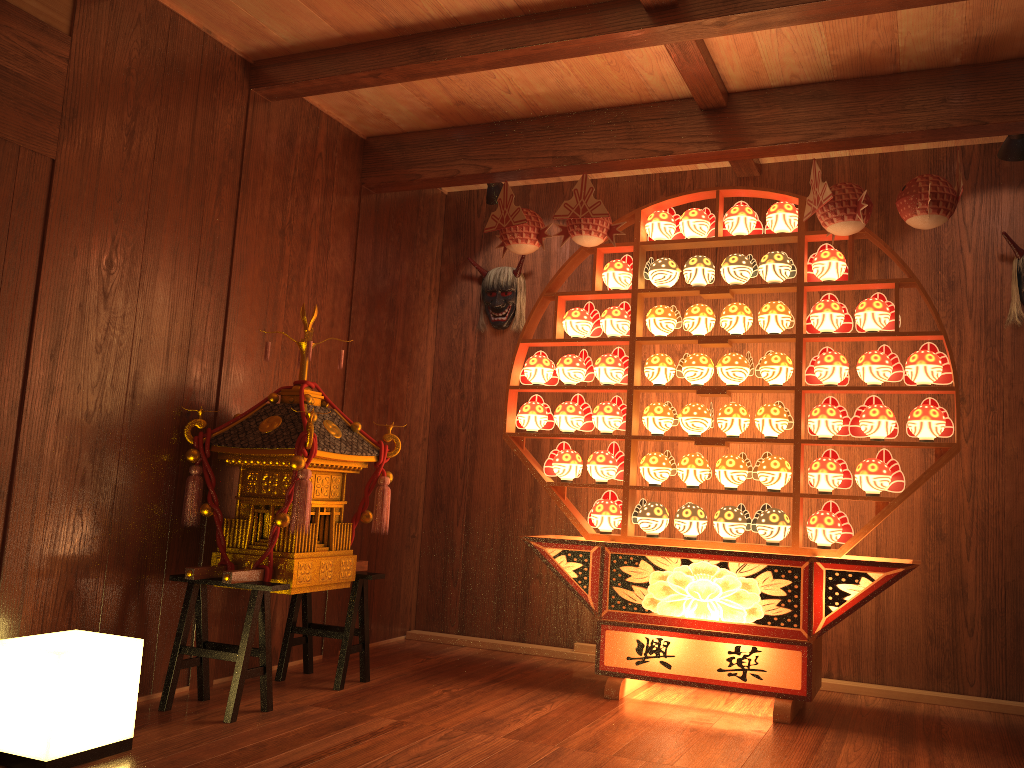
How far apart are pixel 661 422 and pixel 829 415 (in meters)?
0.69

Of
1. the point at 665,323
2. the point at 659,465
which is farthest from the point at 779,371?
the point at 659,465

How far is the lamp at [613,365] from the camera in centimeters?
395cm

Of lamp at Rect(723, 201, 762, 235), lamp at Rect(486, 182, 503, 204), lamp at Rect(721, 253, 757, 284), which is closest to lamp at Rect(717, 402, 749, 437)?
lamp at Rect(721, 253, 757, 284)

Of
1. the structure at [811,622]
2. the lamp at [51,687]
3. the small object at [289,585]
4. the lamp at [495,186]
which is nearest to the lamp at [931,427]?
the structure at [811,622]

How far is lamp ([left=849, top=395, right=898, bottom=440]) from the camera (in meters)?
3.44

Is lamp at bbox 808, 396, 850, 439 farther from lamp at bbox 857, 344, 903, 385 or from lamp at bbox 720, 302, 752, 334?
lamp at bbox 720, 302, 752, 334

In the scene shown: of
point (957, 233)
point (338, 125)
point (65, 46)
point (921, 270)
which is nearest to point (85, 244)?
point (65, 46)

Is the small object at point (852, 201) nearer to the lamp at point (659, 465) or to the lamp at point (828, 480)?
the lamp at point (828, 480)

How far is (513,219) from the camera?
3.9m
